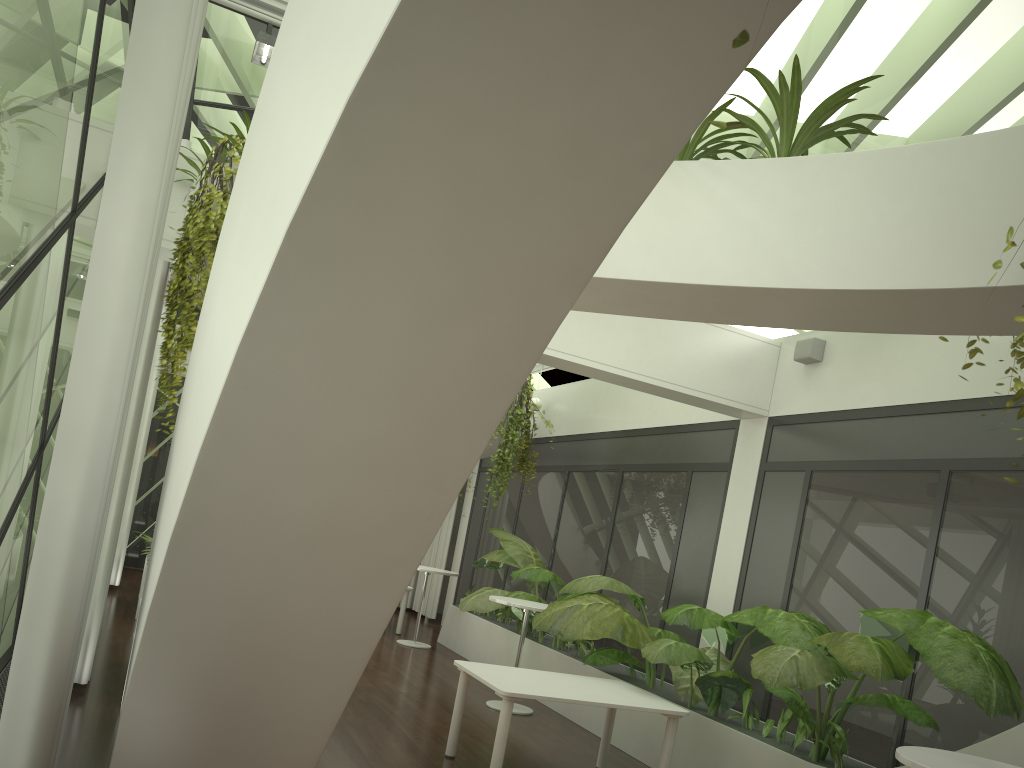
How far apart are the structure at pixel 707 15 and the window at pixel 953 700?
0.71m

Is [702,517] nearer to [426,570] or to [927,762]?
[426,570]

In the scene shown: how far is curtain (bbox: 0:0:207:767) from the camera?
2.41m

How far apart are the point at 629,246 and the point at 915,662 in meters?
3.0 m

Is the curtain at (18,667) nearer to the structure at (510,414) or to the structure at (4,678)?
the structure at (4,678)

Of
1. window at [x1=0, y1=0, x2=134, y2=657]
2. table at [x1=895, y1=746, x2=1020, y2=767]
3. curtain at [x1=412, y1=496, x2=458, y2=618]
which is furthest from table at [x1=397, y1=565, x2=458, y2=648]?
table at [x1=895, y1=746, x2=1020, y2=767]

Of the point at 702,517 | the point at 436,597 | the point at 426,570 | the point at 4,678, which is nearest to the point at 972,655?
the point at 702,517

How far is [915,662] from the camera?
5.11m

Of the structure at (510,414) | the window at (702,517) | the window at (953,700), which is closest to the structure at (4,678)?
the window at (953,700)

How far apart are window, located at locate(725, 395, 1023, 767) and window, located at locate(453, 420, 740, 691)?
0.5 meters
